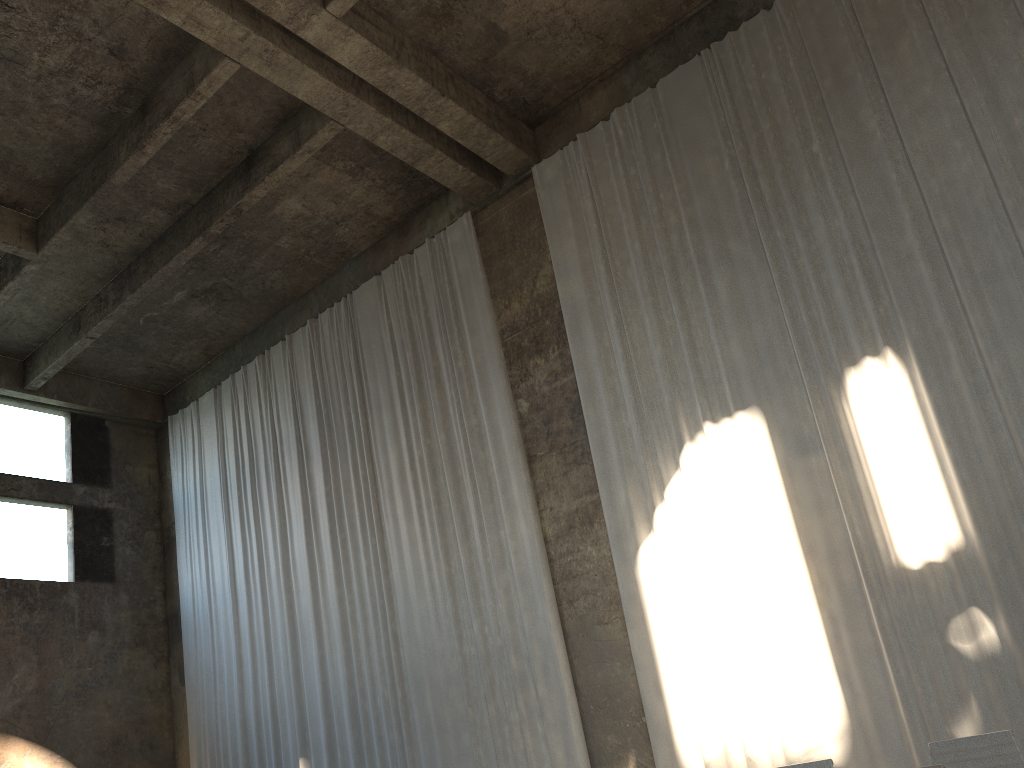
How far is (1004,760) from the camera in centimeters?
435cm

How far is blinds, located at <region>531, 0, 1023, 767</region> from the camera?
7.7m

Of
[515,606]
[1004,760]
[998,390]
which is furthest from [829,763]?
[515,606]

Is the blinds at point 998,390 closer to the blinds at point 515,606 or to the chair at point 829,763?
the blinds at point 515,606

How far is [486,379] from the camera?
11.60m

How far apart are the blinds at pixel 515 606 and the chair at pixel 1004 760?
5.52m

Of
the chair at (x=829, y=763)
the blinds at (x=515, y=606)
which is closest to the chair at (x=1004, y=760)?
the chair at (x=829, y=763)

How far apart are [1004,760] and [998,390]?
4.2m

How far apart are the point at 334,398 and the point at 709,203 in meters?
6.5 m

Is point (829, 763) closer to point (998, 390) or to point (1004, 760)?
point (1004, 760)
